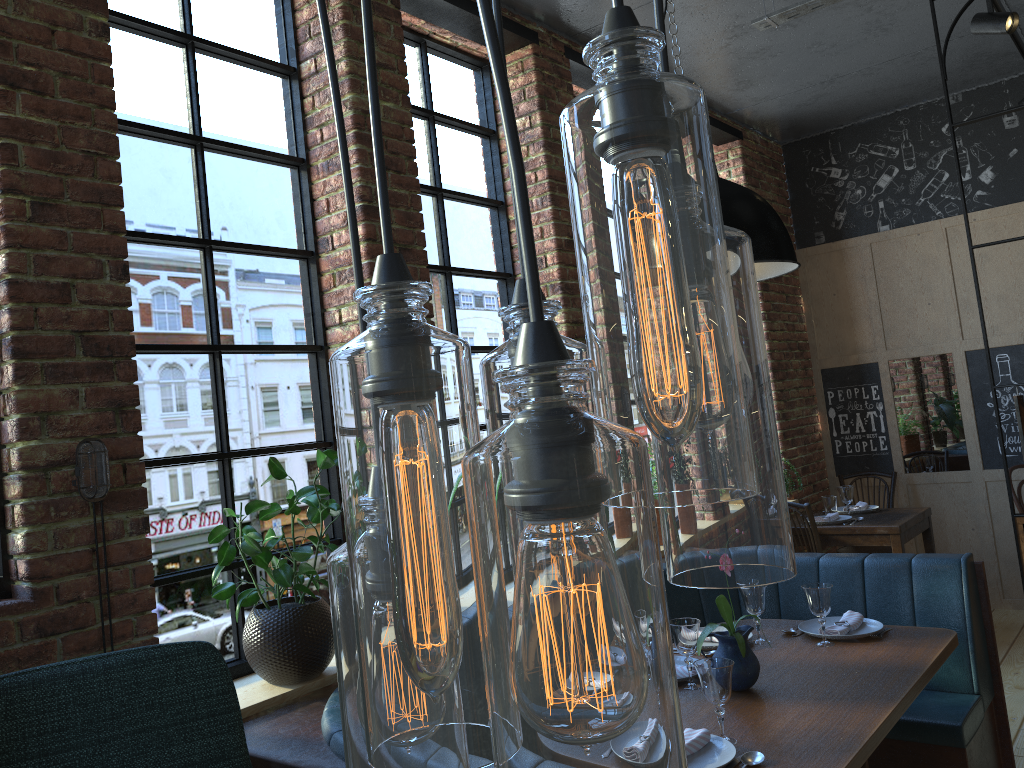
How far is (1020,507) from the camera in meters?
5.4

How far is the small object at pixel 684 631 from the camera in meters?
2.7

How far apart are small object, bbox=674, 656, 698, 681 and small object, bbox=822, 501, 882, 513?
3.1 meters

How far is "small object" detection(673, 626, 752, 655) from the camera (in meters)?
3.05

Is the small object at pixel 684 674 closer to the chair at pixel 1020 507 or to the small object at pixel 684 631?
the small object at pixel 684 631

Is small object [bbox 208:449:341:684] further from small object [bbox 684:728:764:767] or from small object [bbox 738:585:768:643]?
small object [bbox 738:585:768:643]

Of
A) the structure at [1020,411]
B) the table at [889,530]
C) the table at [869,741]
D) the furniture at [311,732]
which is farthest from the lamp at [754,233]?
the table at [889,530]

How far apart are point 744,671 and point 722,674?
0.4 meters

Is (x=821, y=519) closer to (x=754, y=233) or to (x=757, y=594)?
(x=757, y=594)

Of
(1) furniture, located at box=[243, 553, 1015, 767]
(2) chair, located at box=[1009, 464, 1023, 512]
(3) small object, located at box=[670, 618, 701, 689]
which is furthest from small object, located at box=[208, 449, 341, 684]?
(2) chair, located at box=[1009, 464, 1023, 512]
